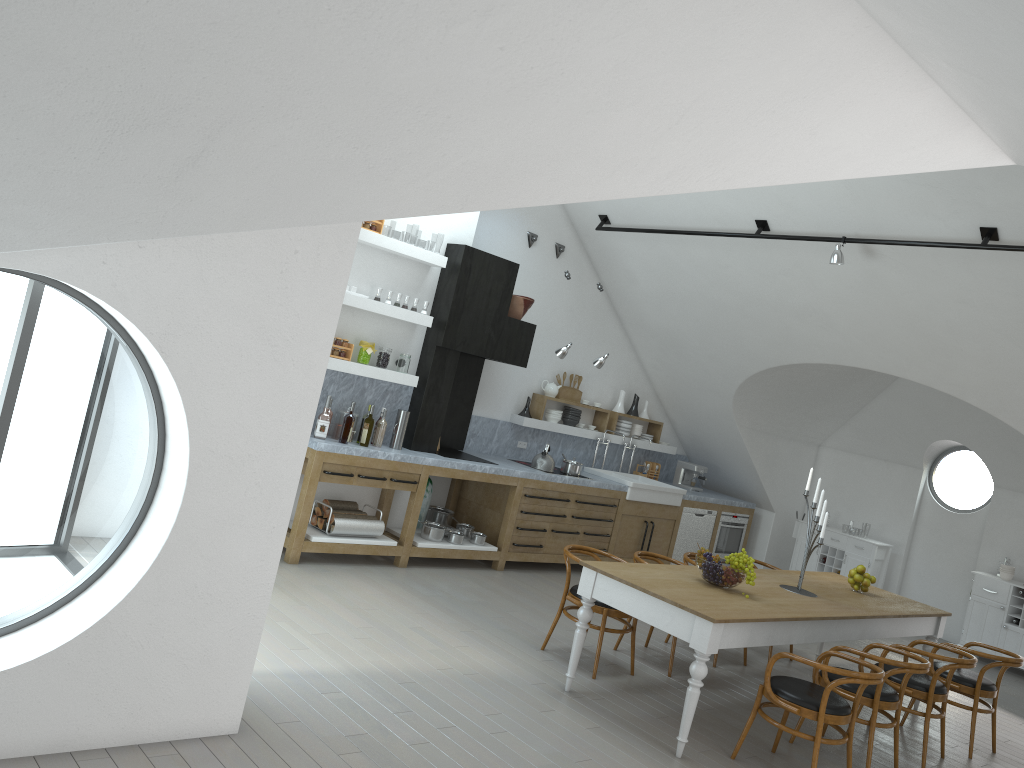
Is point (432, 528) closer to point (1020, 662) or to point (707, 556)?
point (707, 556)

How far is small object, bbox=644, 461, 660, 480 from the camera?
10.9 meters

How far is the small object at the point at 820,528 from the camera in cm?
613

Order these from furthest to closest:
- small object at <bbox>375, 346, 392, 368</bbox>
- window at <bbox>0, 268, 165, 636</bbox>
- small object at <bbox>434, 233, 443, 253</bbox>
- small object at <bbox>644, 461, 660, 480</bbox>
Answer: small object at <bbox>434, 233, 443, 253</bbox> < window at <bbox>0, 268, 165, 636</bbox> < small object at <bbox>644, 461, 660, 480</bbox> < small object at <bbox>375, 346, 392, 368</bbox>

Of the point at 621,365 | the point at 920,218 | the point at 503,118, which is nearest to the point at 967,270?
the point at 920,218

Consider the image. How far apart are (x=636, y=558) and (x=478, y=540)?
2.02m

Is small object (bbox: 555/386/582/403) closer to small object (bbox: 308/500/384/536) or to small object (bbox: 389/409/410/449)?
small object (bbox: 389/409/410/449)

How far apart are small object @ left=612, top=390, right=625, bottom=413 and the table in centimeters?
348cm

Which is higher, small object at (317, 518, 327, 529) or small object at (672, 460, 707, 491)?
small object at (672, 460, 707, 491)

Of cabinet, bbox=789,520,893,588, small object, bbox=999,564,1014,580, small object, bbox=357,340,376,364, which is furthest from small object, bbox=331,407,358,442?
small object, bbox=999,564,1014,580
